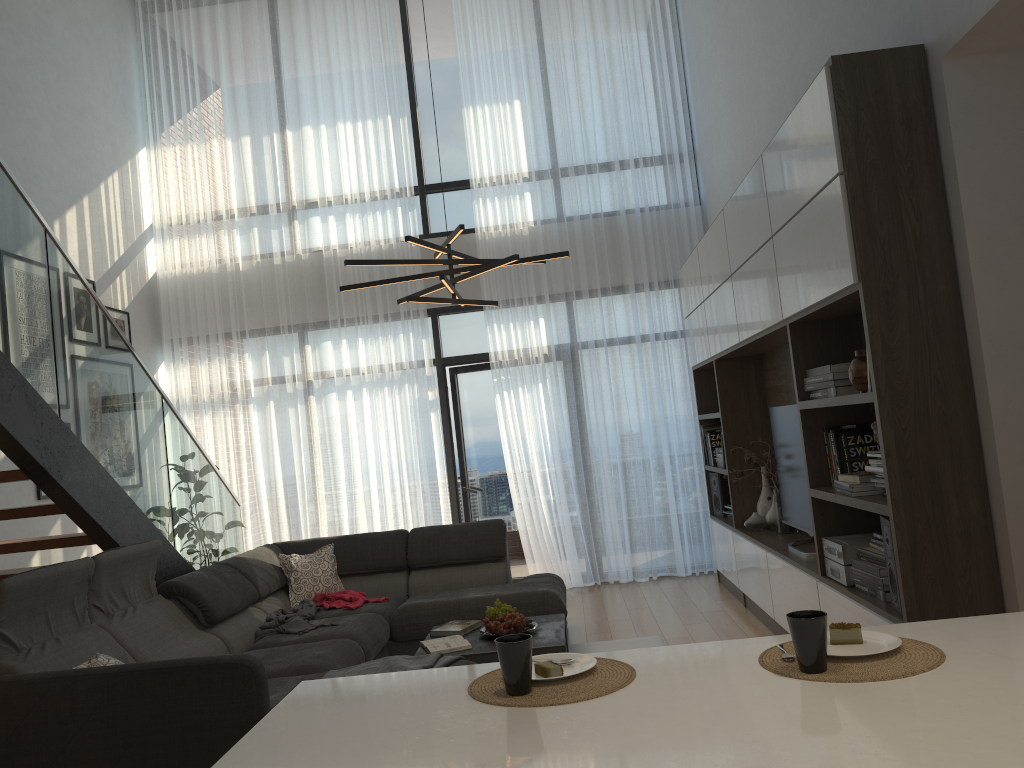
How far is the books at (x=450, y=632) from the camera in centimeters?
442cm

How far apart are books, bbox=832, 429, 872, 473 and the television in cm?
94

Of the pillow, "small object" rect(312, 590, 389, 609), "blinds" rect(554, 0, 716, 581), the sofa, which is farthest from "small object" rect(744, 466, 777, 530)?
the pillow

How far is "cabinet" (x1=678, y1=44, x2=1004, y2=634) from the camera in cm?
299

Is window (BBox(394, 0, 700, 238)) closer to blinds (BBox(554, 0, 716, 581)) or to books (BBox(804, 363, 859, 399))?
blinds (BBox(554, 0, 716, 581))

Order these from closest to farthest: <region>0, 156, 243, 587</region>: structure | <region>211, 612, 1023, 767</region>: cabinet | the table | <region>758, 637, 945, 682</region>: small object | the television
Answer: <region>211, 612, 1023, 767</region>: cabinet < <region>758, 637, 945, 682</region>: small object < <region>0, 156, 243, 587</region>: structure < the table < the television

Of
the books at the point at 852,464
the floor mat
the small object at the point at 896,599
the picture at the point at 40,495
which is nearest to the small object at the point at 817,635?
the small object at the point at 896,599

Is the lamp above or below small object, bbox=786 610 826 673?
above

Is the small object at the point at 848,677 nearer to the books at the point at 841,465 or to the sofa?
the sofa

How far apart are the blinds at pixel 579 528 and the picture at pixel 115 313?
2.9 meters
